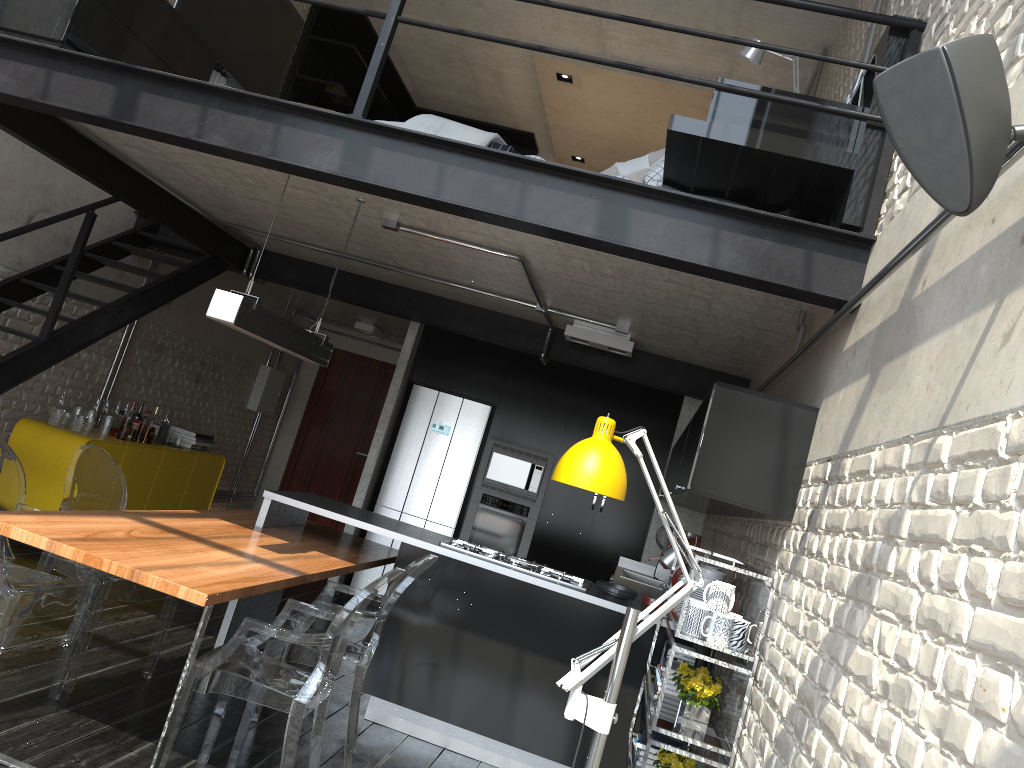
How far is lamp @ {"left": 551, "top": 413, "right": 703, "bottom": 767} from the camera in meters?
2.3

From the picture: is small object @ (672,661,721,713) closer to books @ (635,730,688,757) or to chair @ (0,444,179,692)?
books @ (635,730,688,757)

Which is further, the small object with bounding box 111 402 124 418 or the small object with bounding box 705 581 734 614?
the small object with bounding box 111 402 124 418

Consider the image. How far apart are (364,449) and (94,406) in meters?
4.2

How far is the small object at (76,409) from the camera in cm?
656

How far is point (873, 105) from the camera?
3.1 meters

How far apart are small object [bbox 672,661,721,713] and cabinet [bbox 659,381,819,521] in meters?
0.6 m

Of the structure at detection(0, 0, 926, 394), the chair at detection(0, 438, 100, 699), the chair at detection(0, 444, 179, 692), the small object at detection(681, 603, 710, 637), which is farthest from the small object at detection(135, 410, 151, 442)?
the small object at detection(681, 603, 710, 637)

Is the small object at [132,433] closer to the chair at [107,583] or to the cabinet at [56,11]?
the chair at [107,583]

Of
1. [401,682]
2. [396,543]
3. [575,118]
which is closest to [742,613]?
[401,682]
